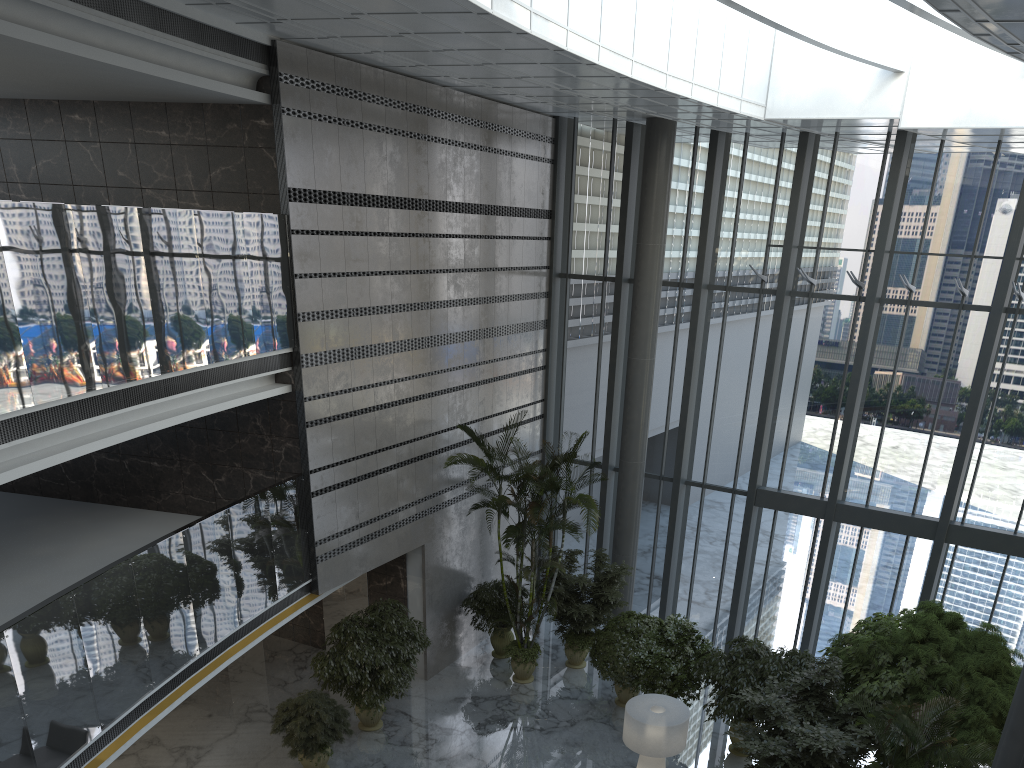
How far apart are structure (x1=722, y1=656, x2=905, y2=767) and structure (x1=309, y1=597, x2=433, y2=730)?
4.5 meters

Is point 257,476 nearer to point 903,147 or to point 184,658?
point 184,658

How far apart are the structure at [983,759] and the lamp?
2.4m

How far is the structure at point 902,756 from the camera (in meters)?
9.61

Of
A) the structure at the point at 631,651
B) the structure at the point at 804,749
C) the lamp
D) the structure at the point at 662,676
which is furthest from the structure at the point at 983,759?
the structure at the point at 631,651

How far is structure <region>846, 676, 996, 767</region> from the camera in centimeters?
741cm

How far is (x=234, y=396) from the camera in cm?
1003

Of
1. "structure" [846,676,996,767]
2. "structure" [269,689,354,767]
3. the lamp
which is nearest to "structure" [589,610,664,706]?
the lamp

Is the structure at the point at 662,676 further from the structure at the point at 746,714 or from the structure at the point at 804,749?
the structure at the point at 804,749

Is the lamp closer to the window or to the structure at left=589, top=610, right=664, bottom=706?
the structure at left=589, top=610, right=664, bottom=706
